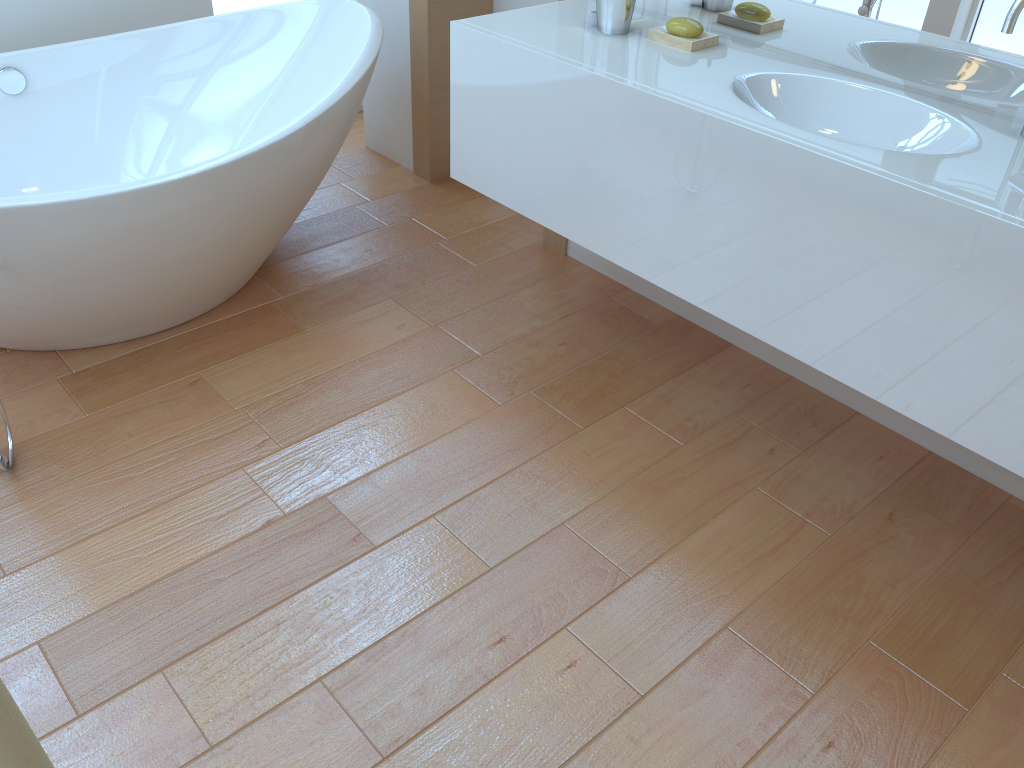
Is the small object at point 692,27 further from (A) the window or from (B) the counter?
(A) the window

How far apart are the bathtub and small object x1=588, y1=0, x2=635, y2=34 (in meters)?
0.66

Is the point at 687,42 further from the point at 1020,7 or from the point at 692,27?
the point at 1020,7

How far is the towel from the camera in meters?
0.6

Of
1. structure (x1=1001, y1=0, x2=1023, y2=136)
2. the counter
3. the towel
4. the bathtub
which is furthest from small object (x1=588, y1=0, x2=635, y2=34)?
the towel

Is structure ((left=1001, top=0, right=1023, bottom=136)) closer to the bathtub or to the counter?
the counter

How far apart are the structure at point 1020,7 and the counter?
0.2m

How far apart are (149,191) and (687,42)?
1.2 meters

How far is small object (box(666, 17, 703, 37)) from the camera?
1.9 meters

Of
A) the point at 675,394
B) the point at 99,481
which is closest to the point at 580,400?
the point at 675,394
